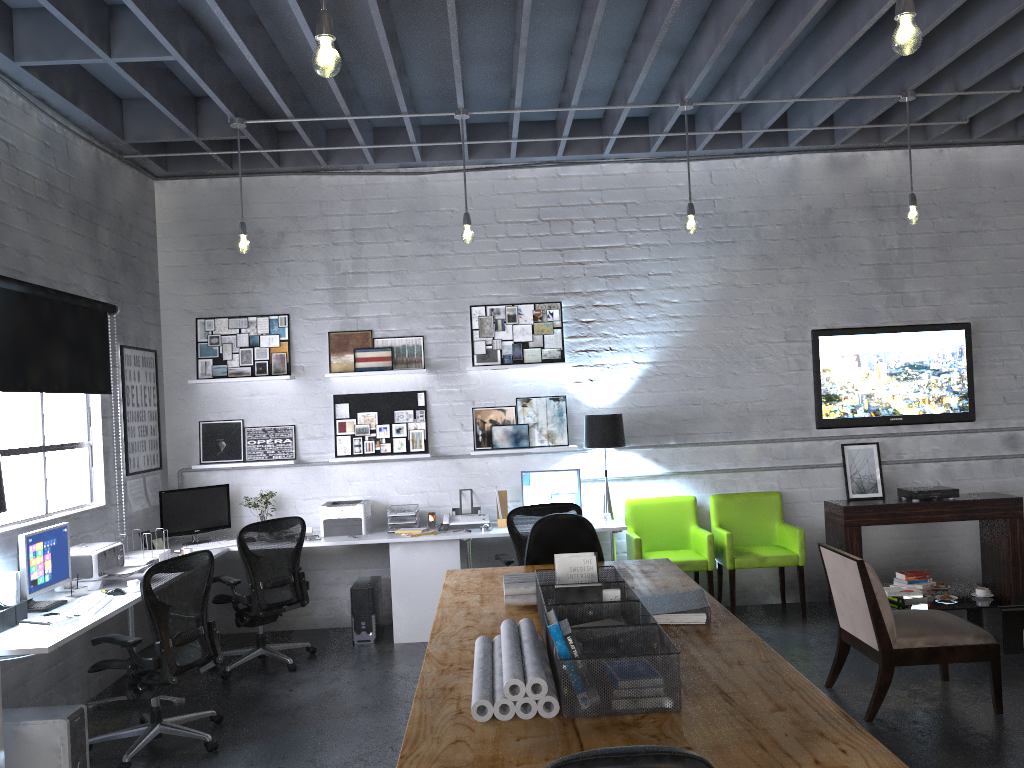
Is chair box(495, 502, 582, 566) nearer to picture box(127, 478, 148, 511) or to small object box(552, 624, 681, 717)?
picture box(127, 478, 148, 511)

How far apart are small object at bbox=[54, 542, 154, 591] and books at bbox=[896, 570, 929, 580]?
5.0m

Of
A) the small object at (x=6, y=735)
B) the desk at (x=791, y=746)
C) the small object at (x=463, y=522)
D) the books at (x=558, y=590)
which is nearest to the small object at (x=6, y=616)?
the small object at (x=6, y=735)

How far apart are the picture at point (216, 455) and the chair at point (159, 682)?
2.2m

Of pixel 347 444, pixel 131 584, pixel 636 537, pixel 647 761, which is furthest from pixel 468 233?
pixel 647 761

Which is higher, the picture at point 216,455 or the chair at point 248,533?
the picture at point 216,455

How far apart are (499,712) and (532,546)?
2.17m

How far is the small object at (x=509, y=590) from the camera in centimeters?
350cm

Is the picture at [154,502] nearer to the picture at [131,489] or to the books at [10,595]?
the picture at [131,489]

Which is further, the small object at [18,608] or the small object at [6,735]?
the small object at [18,608]
